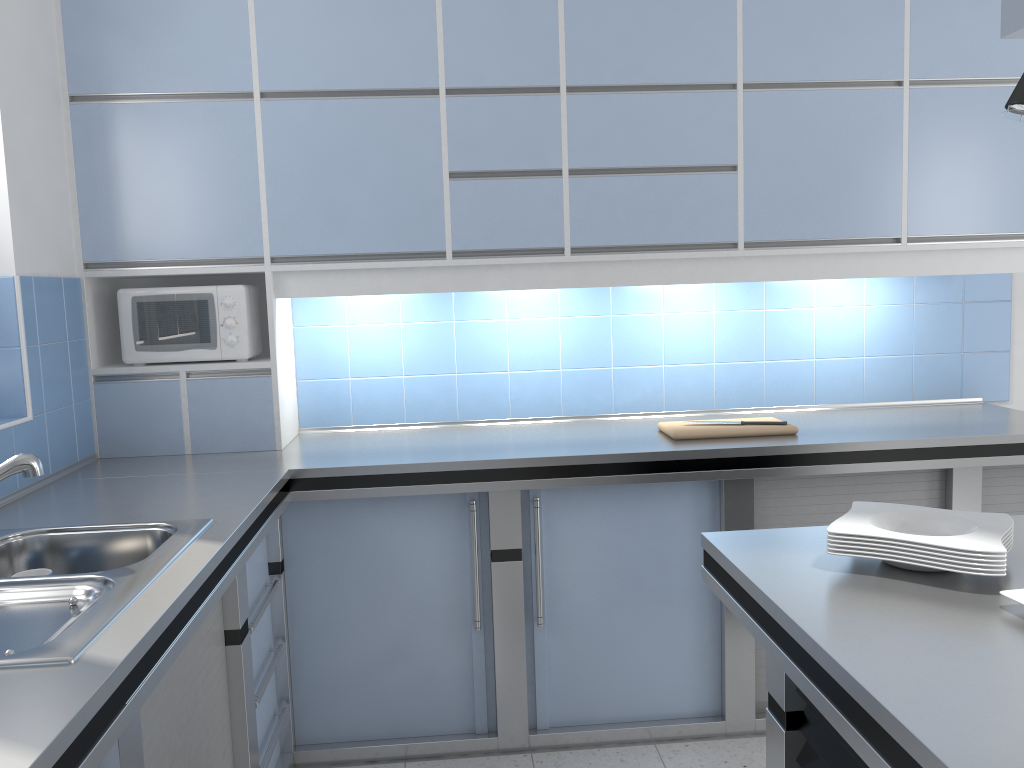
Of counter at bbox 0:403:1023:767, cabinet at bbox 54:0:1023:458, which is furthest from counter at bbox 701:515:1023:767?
cabinet at bbox 54:0:1023:458

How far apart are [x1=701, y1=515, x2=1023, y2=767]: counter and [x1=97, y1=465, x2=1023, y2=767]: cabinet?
1.00m

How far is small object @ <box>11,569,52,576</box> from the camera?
1.9m

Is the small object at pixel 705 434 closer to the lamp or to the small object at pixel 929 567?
the small object at pixel 929 567

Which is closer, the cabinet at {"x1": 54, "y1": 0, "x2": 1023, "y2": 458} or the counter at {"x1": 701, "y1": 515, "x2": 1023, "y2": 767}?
the counter at {"x1": 701, "y1": 515, "x2": 1023, "y2": 767}

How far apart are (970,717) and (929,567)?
0.5 meters

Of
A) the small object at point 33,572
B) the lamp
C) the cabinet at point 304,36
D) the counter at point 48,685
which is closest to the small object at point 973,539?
the lamp

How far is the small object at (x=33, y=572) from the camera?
1.9m

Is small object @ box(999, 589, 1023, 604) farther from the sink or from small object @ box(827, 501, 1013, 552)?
the sink

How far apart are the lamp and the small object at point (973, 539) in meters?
0.7
